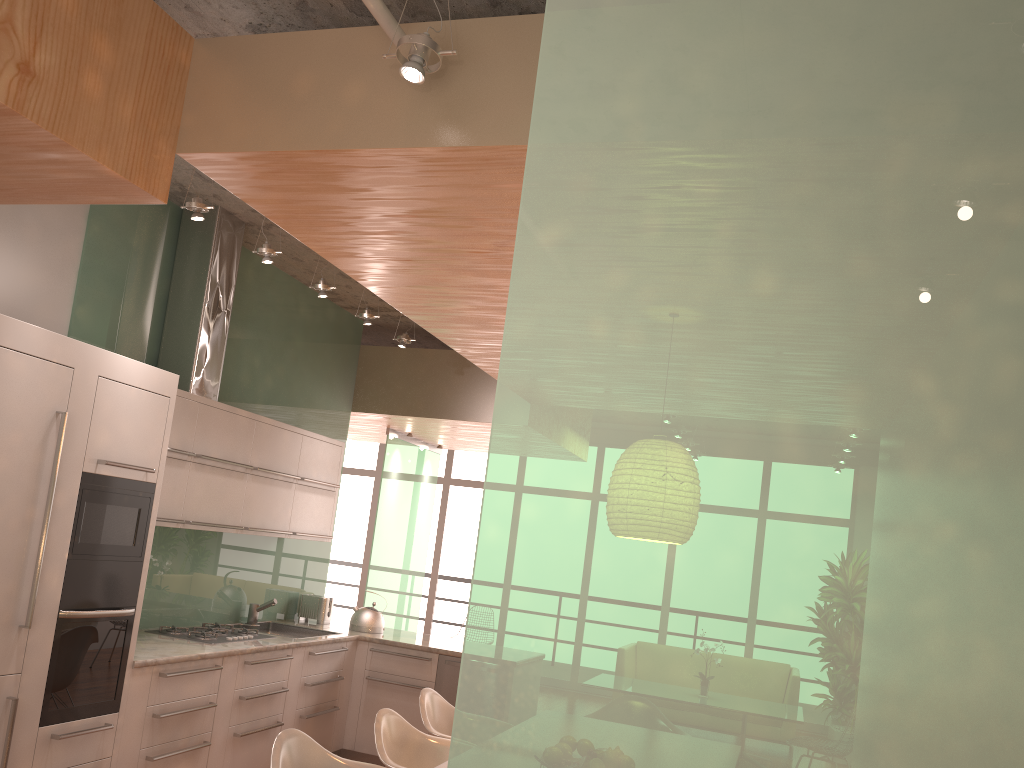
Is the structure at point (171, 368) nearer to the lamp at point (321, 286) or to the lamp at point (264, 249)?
the lamp at point (321, 286)

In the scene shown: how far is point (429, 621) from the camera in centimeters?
1141cm

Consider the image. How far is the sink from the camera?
6.0 meters

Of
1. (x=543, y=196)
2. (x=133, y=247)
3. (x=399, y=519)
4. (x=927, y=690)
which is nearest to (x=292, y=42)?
(x=543, y=196)

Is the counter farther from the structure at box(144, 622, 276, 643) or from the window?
the window

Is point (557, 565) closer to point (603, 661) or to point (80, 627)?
point (603, 661)

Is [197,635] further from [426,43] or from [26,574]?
[426,43]

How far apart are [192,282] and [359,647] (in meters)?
2.77

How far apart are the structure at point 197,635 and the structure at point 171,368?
1.35m

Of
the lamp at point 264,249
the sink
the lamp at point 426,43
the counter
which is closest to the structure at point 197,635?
the counter
